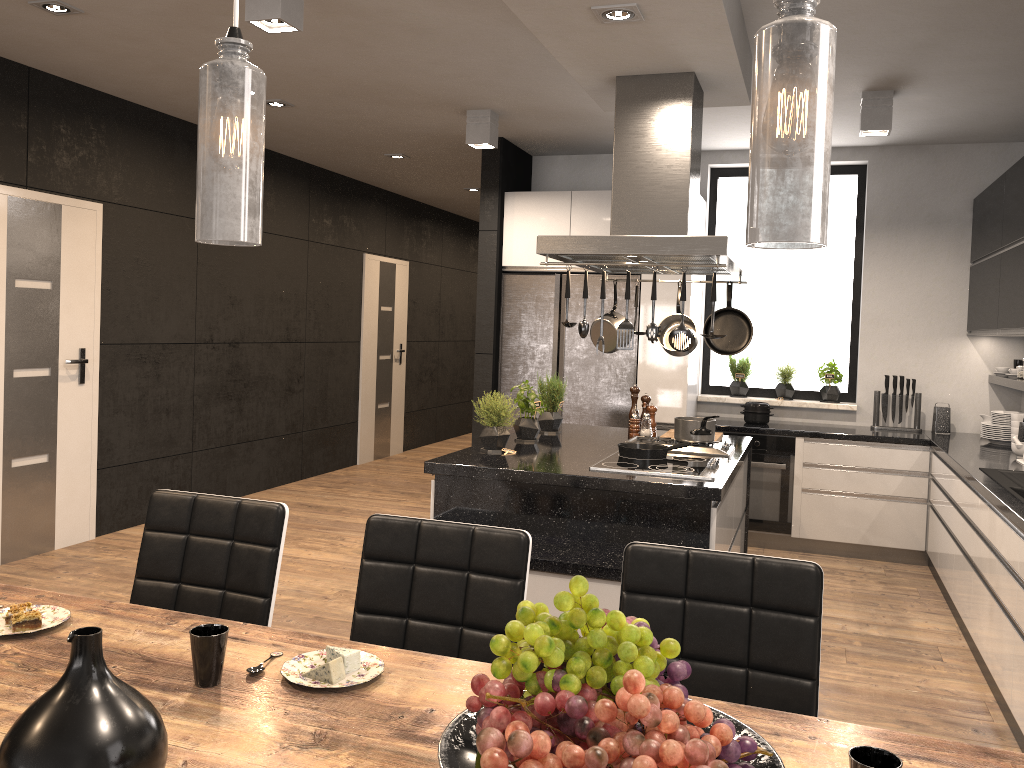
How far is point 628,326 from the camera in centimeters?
350cm

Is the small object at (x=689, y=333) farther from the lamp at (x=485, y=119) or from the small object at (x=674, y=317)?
the lamp at (x=485, y=119)

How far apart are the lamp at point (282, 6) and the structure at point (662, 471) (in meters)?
2.09

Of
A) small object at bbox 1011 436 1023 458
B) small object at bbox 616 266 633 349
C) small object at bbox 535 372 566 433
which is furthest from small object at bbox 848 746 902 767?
small object at bbox 1011 436 1023 458

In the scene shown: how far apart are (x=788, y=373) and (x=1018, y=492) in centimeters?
265cm

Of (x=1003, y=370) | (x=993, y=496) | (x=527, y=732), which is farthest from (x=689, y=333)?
(x=1003, y=370)

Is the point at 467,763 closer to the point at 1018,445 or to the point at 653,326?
the point at 653,326

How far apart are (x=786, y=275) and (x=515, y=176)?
2.1 meters

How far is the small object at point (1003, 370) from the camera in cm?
577

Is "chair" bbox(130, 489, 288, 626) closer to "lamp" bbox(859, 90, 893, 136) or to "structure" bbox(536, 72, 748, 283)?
"structure" bbox(536, 72, 748, 283)
